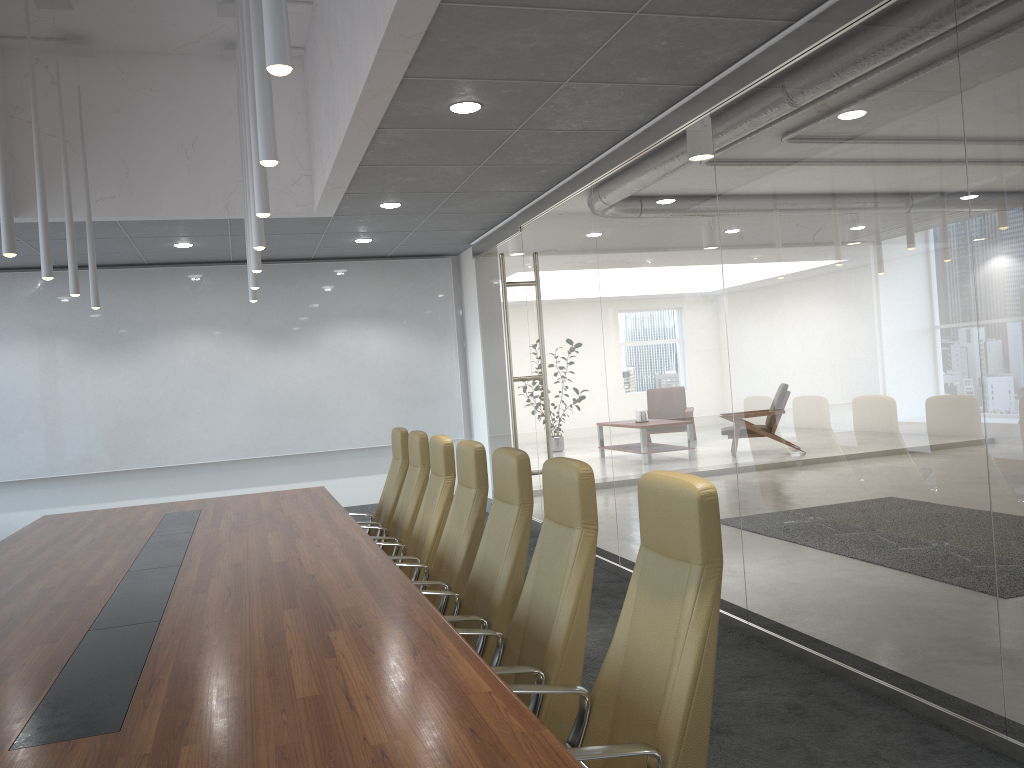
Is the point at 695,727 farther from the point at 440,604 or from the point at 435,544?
the point at 435,544

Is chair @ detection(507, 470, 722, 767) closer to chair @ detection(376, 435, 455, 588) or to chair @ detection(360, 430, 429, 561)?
chair @ detection(376, 435, 455, 588)

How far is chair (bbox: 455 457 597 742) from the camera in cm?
327

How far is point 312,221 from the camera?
9.09m

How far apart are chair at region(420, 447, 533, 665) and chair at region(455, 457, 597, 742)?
0.21m

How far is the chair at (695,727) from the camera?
2.5 meters

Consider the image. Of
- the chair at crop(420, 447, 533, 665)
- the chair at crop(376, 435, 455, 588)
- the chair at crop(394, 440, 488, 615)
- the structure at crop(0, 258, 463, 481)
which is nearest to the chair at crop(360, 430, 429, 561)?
the chair at crop(376, 435, 455, 588)

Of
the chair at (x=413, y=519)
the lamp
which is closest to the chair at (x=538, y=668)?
the lamp

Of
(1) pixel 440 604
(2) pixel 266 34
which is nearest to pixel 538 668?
(1) pixel 440 604

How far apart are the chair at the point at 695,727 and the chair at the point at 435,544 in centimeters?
260cm
